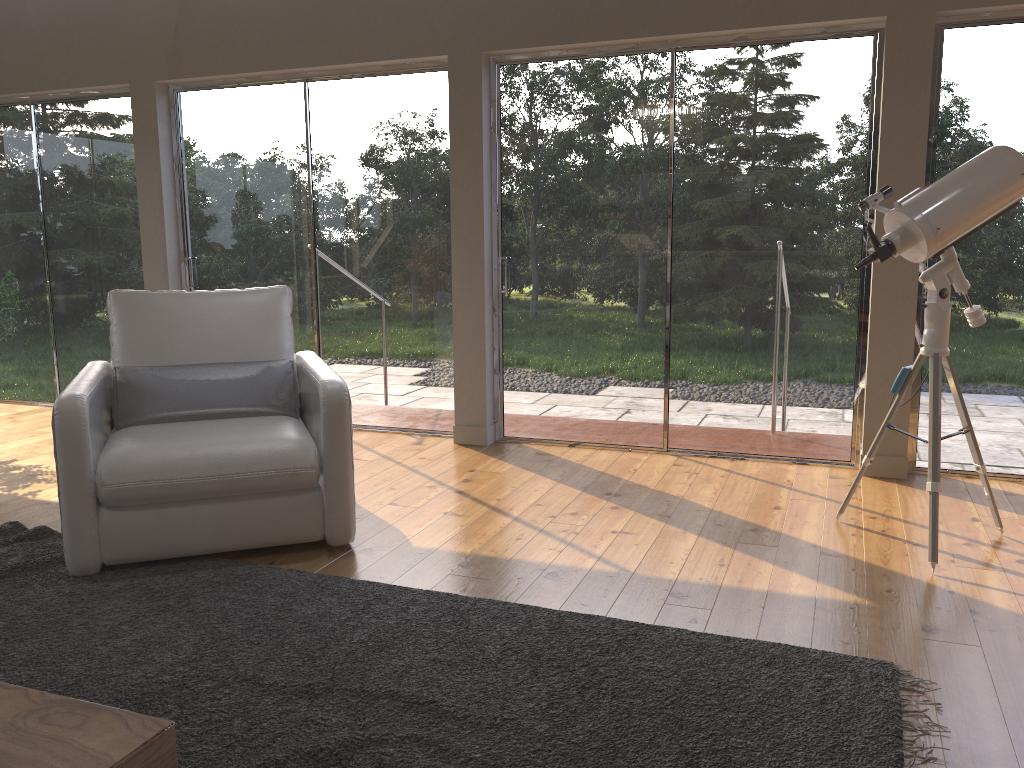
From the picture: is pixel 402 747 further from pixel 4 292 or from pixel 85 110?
pixel 85 110

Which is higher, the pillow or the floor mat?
the pillow

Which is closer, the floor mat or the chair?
the floor mat

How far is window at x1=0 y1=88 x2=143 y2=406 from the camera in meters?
5.9

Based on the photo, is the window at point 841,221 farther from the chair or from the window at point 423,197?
the chair

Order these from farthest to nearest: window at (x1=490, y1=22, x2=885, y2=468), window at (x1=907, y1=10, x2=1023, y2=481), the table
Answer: window at (x1=490, y1=22, x2=885, y2=468)
window at (x1=907, y1=10, x2=1023, y2=481)
the table

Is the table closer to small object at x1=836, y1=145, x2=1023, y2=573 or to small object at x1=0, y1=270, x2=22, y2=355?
small object at x1=836, y1=145, x2=1023, y2=573

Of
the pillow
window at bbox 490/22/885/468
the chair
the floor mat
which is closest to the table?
the floor mat

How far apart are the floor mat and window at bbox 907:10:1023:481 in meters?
2.2 m

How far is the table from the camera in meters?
1.5
